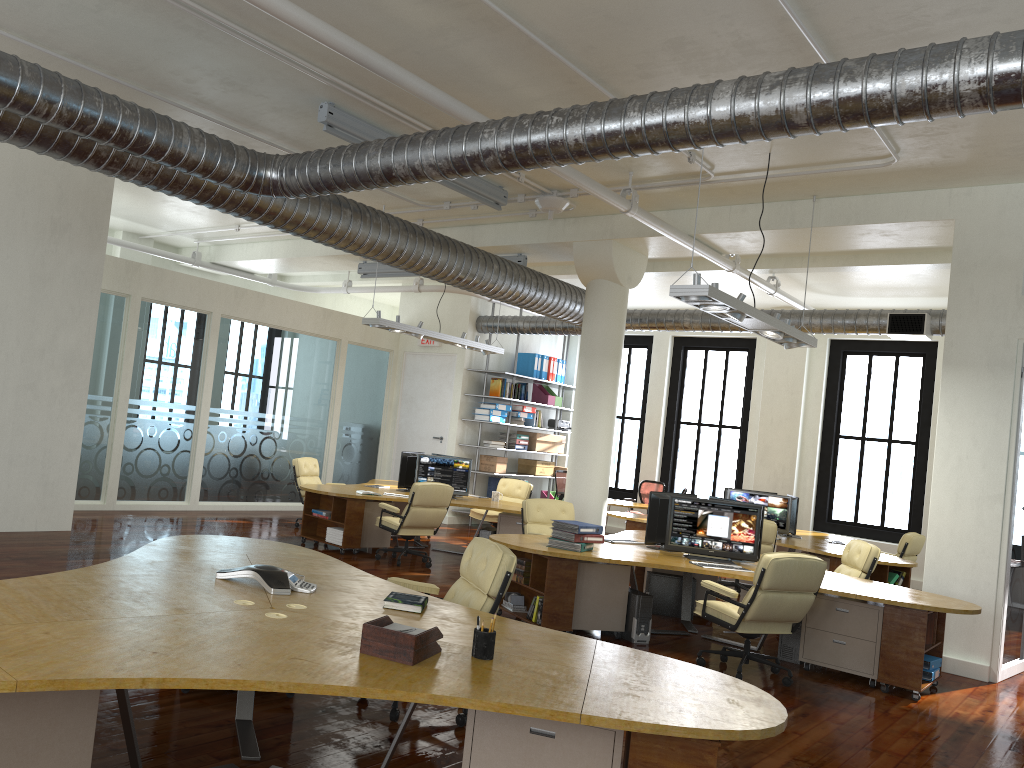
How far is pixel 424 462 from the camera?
11.8 meters

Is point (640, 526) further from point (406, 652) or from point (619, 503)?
point (406, 652)

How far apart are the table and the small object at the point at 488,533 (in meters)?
4.37

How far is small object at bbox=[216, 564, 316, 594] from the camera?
4.42m

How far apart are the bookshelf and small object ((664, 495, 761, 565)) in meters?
7.7 m

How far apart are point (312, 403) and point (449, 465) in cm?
398

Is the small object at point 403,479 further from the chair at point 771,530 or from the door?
the chair at point 771,530

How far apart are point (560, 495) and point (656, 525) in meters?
7.7 m

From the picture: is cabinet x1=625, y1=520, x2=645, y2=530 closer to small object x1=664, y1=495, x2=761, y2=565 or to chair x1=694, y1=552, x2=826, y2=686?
small object x1=664, y1=495, x2=761, y2=565

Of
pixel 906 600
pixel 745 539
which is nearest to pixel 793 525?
pixel 745 539
